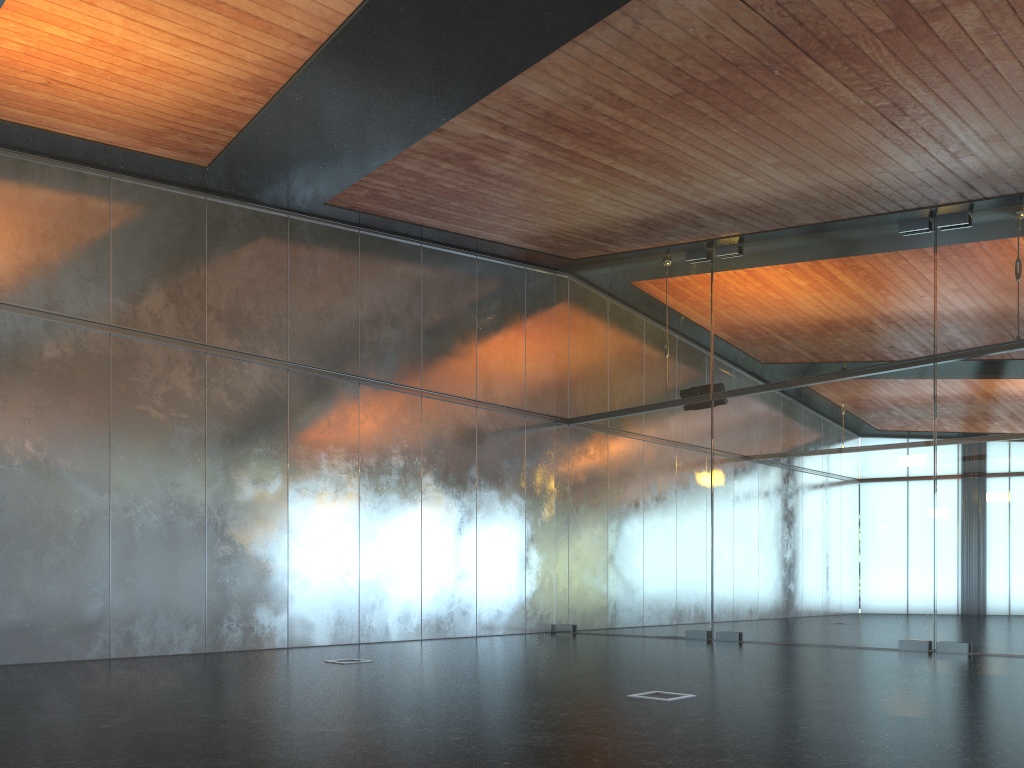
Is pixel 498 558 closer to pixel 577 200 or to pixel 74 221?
pixel 577 200

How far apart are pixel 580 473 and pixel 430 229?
5.1m
